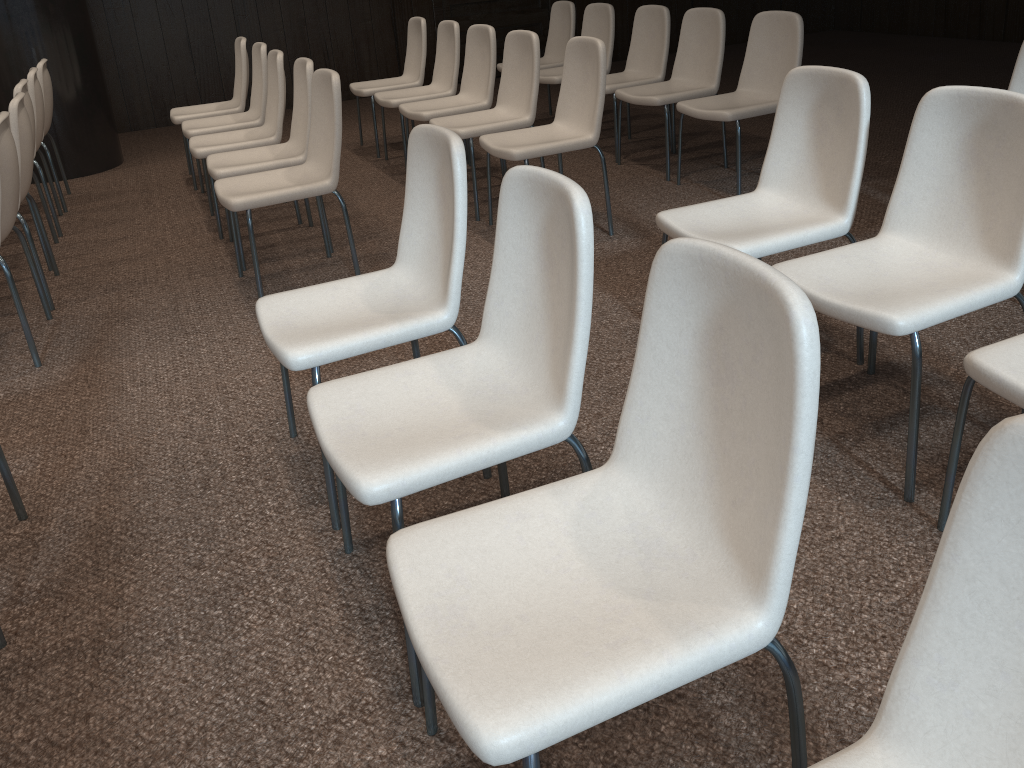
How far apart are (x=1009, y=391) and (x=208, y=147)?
3.8 meters

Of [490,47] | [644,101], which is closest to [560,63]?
[490,47]

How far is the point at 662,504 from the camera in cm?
144

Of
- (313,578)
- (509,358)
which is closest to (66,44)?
(313,578)

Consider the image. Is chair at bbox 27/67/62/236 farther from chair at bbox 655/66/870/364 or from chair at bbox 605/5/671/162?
chair at bbox 655/66/870/364

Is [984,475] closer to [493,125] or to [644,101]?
[493,125]

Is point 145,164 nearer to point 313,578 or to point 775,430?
point 313,578

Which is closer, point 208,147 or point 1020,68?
point 1020,68

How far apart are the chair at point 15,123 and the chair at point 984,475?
3.69m

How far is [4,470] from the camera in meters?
2.3
